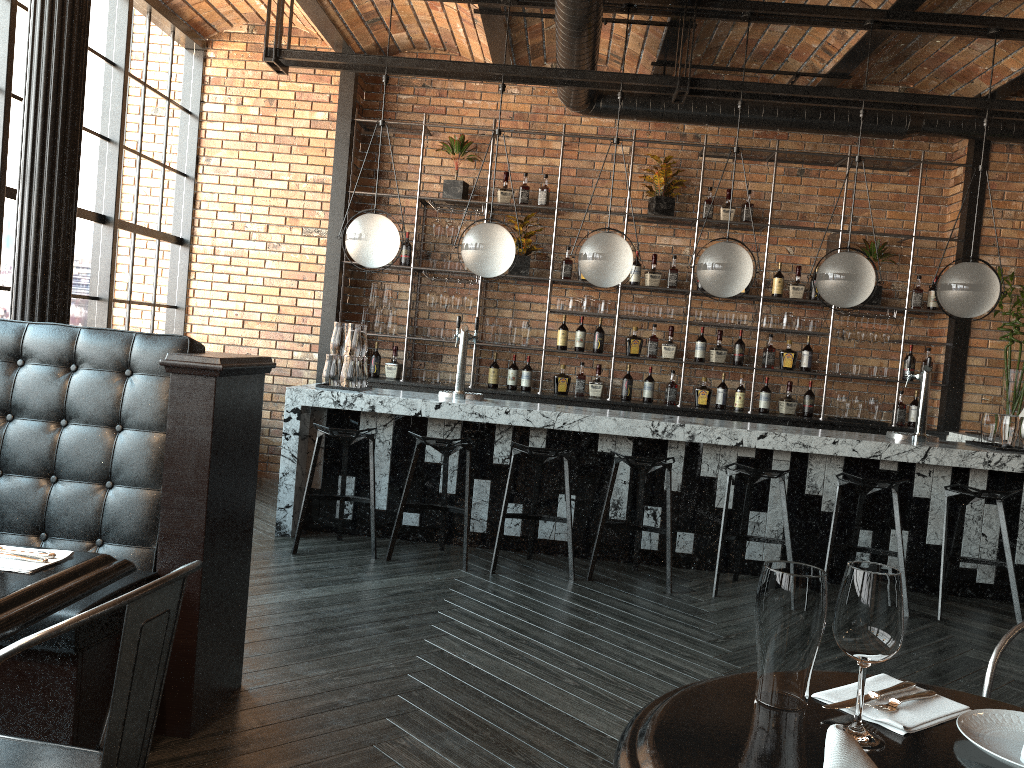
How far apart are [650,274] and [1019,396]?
2.9m

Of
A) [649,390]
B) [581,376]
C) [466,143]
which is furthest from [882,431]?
[466,143]

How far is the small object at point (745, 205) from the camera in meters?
7.2

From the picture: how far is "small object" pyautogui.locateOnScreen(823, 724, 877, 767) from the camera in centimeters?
93cm

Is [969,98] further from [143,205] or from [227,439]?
[143,205]

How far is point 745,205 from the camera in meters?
7.2 m

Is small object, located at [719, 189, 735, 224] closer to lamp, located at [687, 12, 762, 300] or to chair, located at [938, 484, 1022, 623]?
lamp, located at [687, 12, 762, 300]

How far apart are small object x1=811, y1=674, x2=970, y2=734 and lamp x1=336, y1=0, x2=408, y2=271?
4.41m

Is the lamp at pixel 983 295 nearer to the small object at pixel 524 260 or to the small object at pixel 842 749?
the small object at pixel 524 260

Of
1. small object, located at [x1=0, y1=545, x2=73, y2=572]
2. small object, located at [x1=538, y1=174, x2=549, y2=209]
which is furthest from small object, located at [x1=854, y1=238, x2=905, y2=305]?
small object, located at [x1=0, y1=545, x2=73, y2=572]
